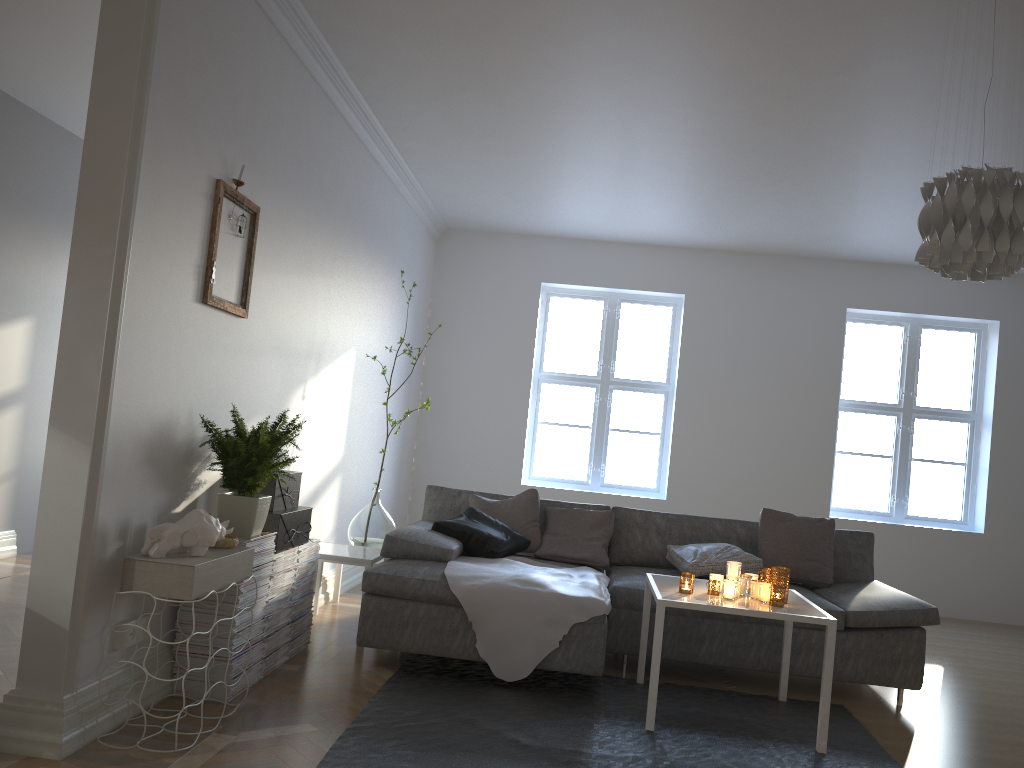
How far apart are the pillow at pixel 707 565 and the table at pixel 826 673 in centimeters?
47cm

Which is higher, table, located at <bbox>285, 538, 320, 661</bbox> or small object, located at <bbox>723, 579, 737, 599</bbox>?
small object, located at <bbox>723, 579, 737, 599</bbox>

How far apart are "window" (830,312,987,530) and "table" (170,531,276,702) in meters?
5.3

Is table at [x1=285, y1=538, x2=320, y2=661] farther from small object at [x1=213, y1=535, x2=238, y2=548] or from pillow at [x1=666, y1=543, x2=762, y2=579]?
pillow at [x1=666, y1=543, x2=762, y2=579]

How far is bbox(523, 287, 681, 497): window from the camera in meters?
7.6

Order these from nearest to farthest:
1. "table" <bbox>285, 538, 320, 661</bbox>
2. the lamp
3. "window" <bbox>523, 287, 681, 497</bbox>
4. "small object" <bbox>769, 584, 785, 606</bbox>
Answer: the lamp < "small object" <bbox>769, 584, 785, 606</bbox> < "table" <bbox>285, 538, 320, 661</bbox> < "window" <bbox>523, 287, 681, 497</bbox>

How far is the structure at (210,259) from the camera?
3.3m

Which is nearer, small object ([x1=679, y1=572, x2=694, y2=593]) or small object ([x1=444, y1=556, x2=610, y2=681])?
small object ([x1=679, y1=572, x2=694, y2=593])

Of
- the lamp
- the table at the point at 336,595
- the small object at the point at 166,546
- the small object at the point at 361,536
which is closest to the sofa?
the small object at the point at 361,536

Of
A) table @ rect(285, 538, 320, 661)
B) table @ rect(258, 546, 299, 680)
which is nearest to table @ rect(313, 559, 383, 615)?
table @ rect(285, 538, 320, 661)
